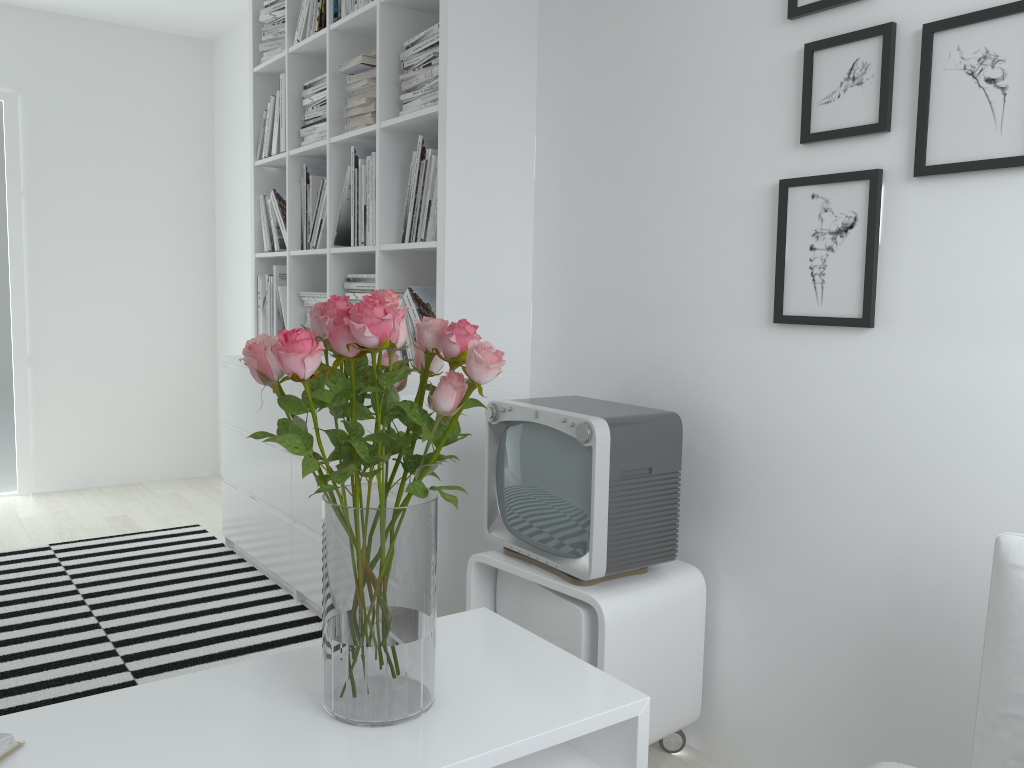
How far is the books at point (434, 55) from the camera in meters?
2.5

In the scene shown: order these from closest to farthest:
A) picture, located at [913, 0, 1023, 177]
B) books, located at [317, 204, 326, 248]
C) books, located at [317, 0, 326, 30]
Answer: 1. picture, located at [913, 0, 1023, 177]
2. books, located at [317, 0, 326, 30]
3. books, located at [317, 204, 326, 248]

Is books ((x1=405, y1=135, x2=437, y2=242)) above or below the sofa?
above

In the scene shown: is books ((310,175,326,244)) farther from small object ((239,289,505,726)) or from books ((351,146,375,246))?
small object ((239,289,505,726))

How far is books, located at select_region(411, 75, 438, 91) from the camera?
2.6 meters

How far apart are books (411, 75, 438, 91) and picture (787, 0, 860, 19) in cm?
107

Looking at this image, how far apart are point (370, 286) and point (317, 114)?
0.77m

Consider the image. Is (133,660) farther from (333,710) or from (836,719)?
(836,719)

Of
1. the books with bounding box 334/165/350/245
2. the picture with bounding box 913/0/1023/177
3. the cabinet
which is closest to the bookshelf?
the books with bounding box 334/165/350/245

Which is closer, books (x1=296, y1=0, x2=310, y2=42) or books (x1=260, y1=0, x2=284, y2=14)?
books (x1=296, y1=0, x2=310, y2=42)
